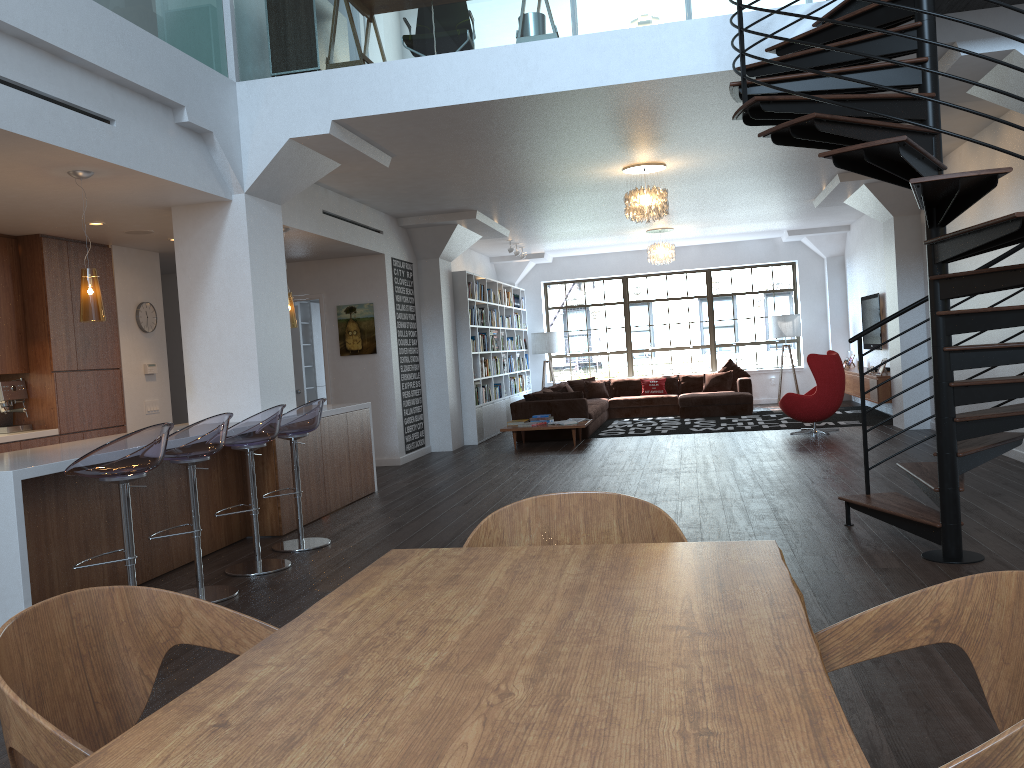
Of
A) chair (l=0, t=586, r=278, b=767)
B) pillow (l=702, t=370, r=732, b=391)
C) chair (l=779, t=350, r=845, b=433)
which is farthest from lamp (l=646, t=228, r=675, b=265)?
chair (l=0, t=586, r=278, b=767)

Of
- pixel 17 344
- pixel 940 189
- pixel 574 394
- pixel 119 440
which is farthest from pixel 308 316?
pixel 940 189

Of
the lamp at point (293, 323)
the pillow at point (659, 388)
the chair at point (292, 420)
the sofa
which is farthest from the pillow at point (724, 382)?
the chair at point (292, 420)

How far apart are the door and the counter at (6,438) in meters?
4.3 m

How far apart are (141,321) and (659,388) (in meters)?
9.20

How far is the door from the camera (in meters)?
11.54

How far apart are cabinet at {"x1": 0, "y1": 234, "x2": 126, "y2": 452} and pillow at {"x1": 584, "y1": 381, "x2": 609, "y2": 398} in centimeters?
868cm

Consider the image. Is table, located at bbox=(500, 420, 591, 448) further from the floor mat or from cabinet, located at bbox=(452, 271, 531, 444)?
the floor mat

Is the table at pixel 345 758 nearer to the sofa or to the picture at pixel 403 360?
the picture at pixel 403 360

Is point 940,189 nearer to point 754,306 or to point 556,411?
point 556,411
